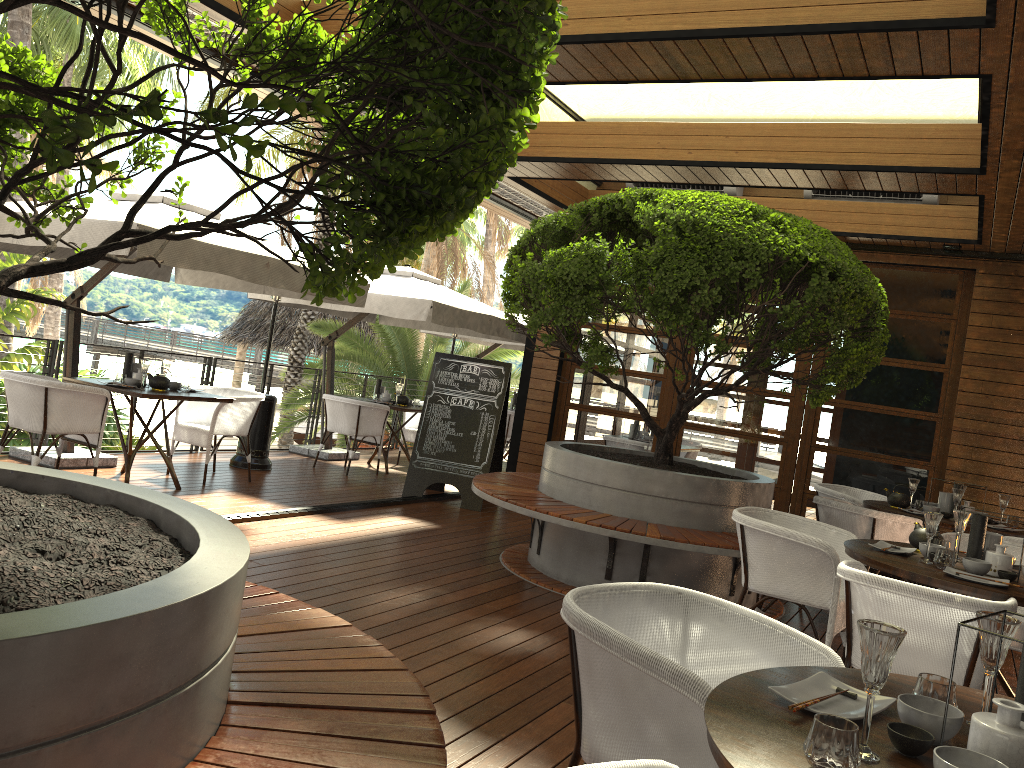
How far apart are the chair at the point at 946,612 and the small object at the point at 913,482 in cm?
329

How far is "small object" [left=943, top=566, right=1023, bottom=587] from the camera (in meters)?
3.65

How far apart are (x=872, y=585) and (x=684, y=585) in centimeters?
233cm

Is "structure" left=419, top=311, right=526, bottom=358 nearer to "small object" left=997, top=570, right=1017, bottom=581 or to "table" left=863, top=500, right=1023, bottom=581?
"table" left=863, top=500, right=1023, bottom=581

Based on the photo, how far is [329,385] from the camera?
10.4m

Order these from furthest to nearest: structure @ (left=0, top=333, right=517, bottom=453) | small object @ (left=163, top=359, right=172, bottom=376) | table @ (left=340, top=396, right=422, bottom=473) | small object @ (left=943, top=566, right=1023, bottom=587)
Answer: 1. table @ (left=340, top=396, right=422, bottom=473)
2. structure @ (left=0, top=333, right=517, bottom=453)
3. small object @ (left=163, top=359, right=172, bottom=376)
4. small object @ (left=943, top=566, right=1023, bottom=587)

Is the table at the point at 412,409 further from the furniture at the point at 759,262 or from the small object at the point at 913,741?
the small object at the point at 913,741

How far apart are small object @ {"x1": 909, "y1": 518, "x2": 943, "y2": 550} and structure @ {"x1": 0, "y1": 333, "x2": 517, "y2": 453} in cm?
677

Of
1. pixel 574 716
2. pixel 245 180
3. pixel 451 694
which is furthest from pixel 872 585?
pixel 245 180

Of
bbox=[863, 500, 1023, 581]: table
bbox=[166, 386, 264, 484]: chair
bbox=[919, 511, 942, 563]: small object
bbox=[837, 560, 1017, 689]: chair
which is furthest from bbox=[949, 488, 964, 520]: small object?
bbox=[166, 386, 264, 484]: chair
